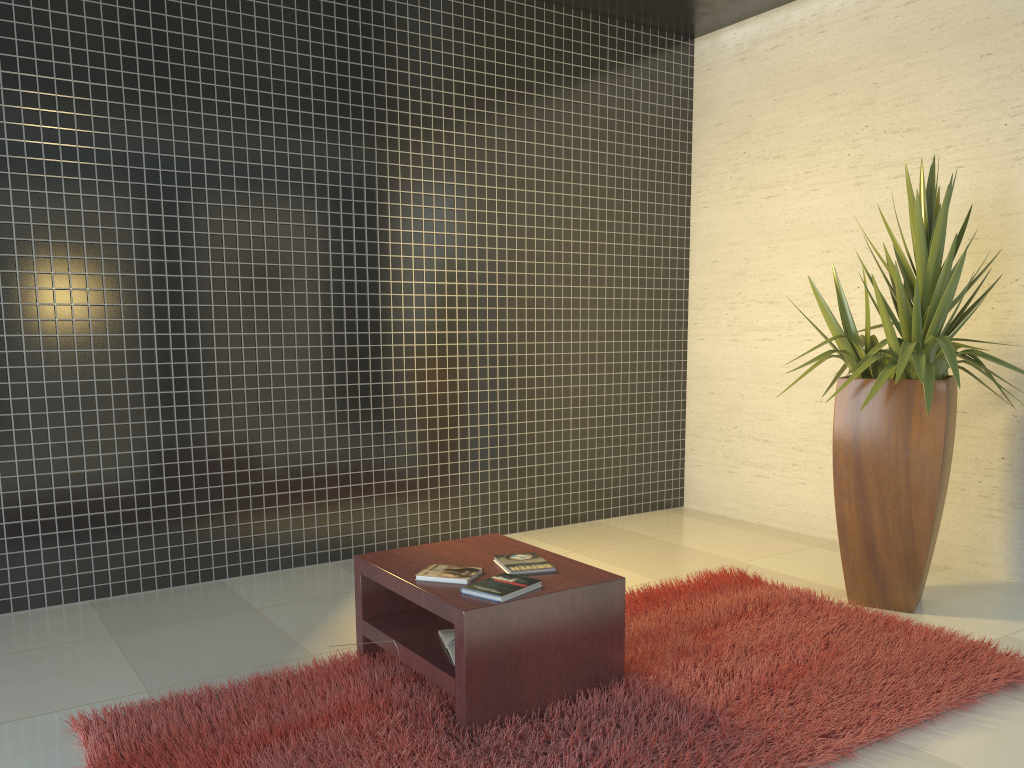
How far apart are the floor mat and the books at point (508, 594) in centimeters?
37cm

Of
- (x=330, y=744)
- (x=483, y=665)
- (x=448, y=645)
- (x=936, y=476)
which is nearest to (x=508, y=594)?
(x=483, y=665)

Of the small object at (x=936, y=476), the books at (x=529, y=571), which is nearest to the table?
the books at (x=529, y=571)

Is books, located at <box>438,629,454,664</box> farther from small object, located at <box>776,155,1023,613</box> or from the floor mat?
small object, located at <box>776,155,1023,613</box>

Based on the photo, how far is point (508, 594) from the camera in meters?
2.8 m

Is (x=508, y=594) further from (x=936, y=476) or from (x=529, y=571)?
(x=936, y=476)

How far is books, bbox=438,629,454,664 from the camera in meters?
3.0 m

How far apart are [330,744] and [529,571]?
0.9m

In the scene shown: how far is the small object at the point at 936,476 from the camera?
3.91m

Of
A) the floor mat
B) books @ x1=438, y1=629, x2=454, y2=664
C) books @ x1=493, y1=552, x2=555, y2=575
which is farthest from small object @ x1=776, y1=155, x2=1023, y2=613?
books @ x1=438, y1=629, x2=454, y2=664
